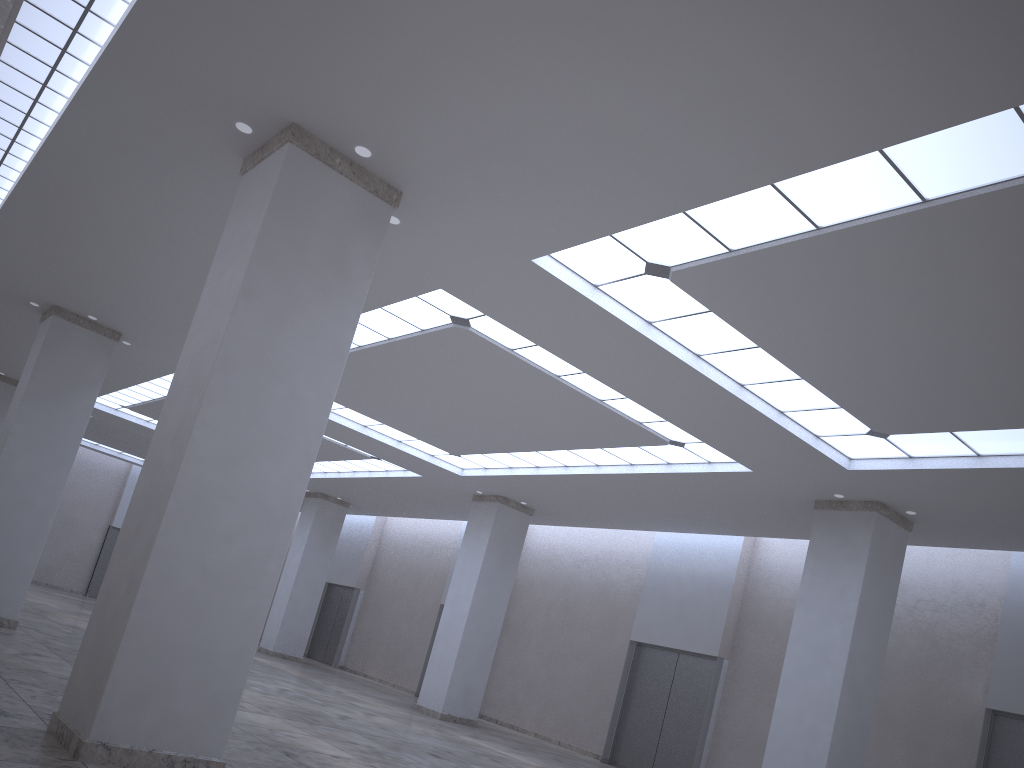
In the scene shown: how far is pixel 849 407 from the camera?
33.5 meters
